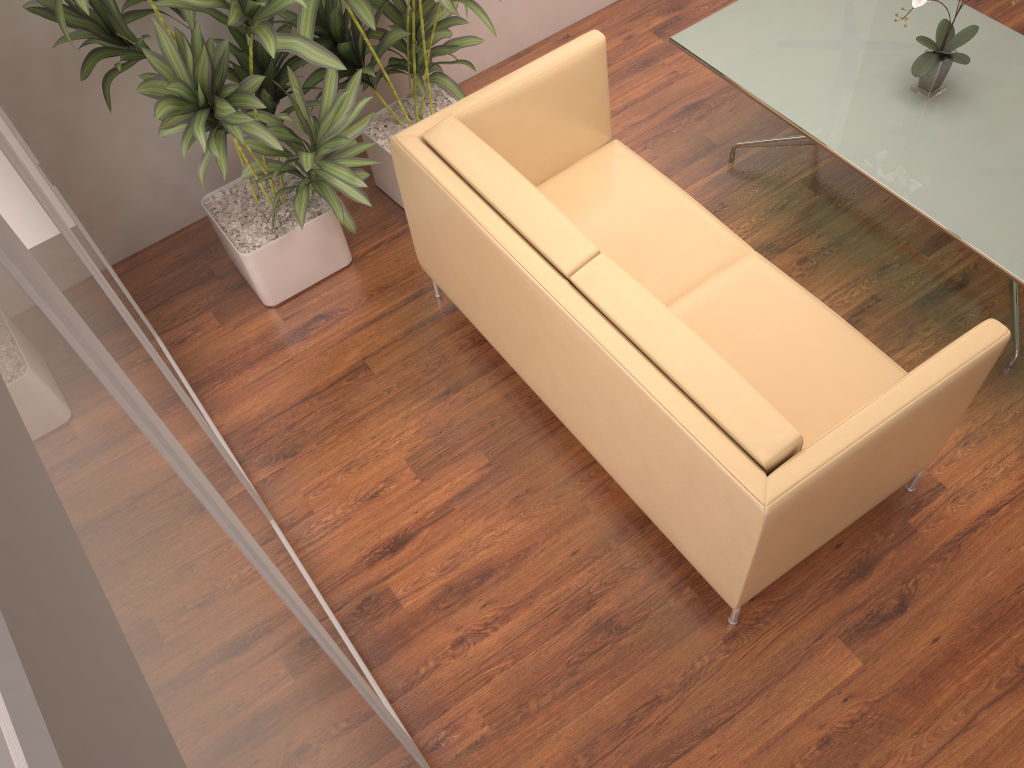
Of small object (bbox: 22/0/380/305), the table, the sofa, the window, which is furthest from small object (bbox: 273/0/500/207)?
the window

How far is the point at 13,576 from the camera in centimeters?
26cm

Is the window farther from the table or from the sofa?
the table

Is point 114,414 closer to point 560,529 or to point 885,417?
point 885,417

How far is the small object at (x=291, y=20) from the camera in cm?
335

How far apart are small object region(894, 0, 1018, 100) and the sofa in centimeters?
85cm

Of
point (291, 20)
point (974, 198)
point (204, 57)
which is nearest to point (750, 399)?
point (974, 198)

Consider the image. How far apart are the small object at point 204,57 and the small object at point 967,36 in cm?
194

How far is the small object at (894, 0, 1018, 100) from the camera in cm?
305

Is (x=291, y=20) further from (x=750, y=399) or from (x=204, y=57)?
(x=750, y=399)
